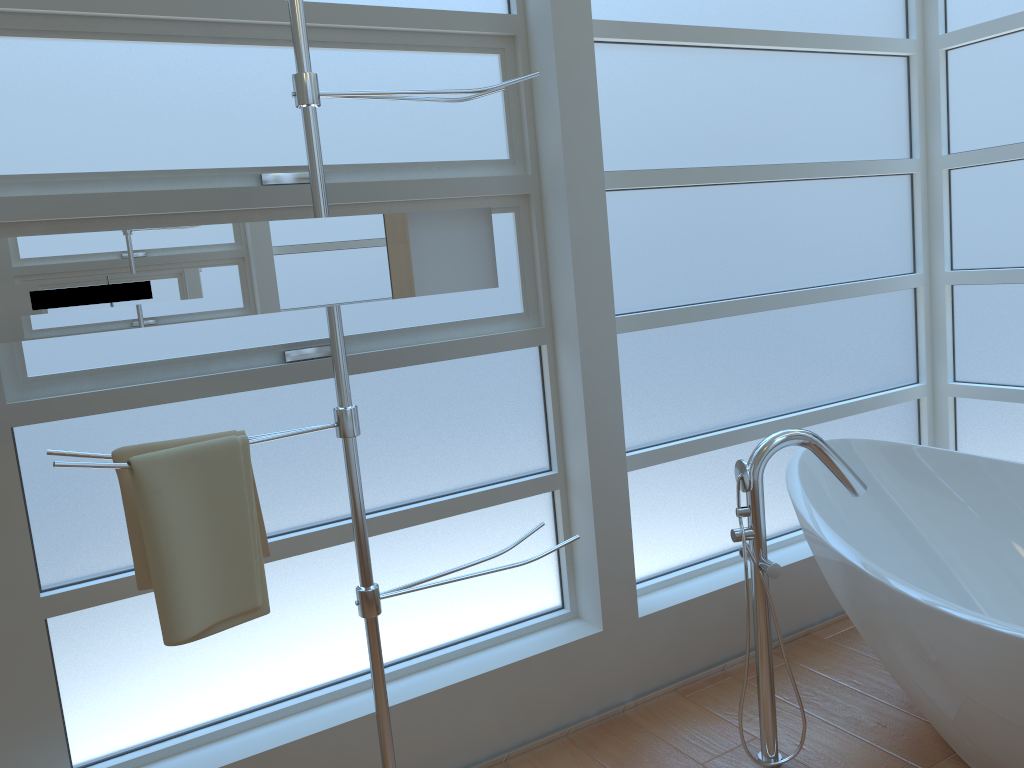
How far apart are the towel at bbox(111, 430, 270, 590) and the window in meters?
0.3 m

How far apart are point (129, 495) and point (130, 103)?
0.83m

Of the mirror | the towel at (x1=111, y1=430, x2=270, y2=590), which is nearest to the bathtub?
the mirror

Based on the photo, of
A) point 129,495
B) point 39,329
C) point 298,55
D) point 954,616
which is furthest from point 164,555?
point 954,616

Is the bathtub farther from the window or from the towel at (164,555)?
the towel at (164,555)

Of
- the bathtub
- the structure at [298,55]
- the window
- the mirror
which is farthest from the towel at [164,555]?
the bathtub

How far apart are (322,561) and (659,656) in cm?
100

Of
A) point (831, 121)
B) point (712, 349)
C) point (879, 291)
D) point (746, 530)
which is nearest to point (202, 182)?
point (746, 530)

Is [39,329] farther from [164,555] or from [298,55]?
[298,55]

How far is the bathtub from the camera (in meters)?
1.76
